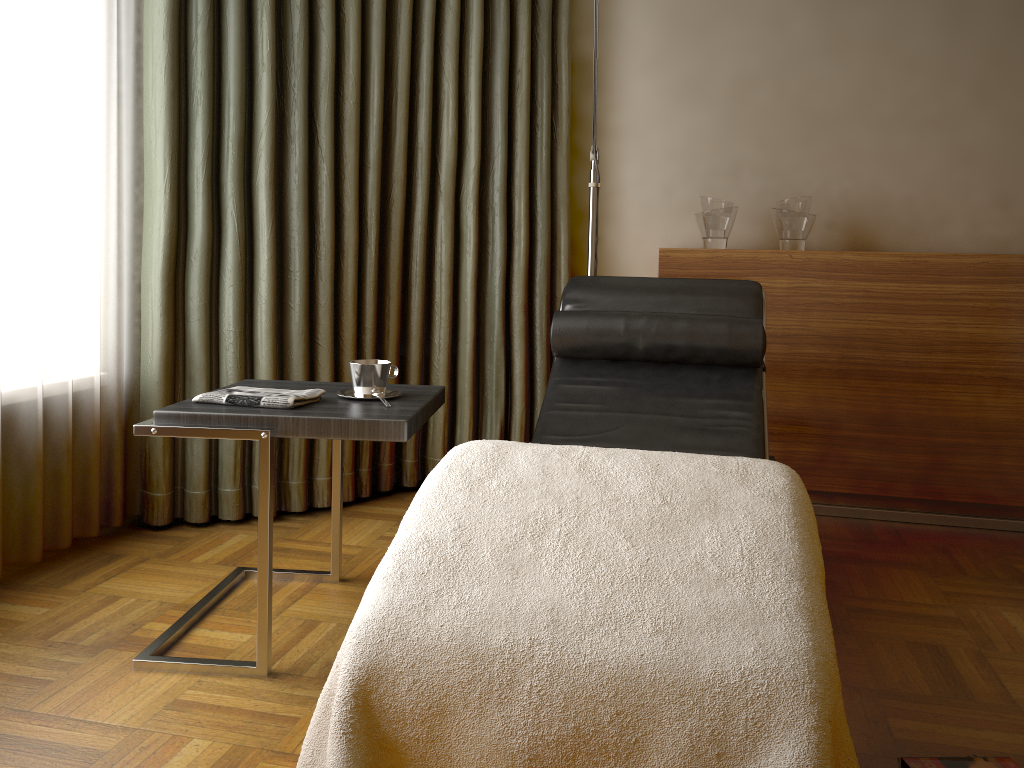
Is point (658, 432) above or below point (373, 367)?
below

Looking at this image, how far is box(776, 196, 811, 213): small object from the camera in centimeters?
303cm

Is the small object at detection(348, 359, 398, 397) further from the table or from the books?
the books

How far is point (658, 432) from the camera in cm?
221

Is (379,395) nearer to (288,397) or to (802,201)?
(288,397)

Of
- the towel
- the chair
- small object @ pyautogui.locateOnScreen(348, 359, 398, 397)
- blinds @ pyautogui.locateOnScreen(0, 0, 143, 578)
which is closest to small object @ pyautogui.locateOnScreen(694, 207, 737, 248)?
the chair

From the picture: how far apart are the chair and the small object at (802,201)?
0.69m

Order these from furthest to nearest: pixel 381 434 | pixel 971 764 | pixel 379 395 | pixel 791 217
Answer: pixel 791 217 → pixel 379 395 → pixel 381 434 → pixel 971 764

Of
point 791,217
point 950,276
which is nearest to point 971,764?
point 950,276

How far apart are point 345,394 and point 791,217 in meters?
1.8 m
